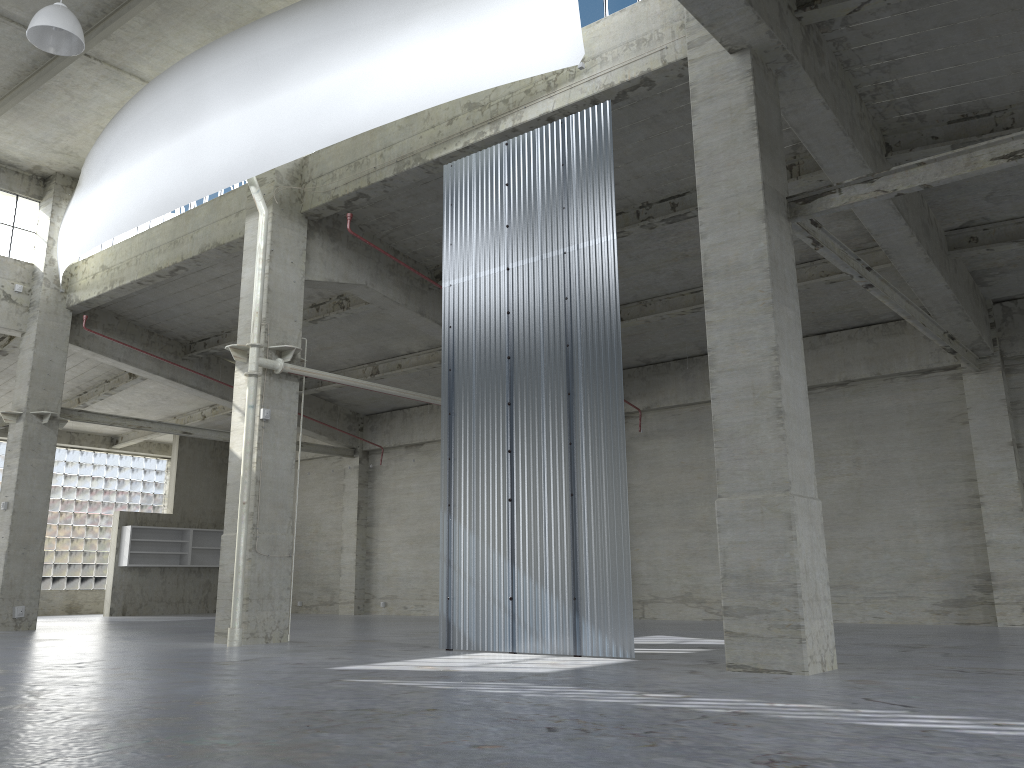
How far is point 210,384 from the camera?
35.1 meters

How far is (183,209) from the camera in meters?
27.4

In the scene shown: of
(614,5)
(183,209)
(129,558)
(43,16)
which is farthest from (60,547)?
(614,5)

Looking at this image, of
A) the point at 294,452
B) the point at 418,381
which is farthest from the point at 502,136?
the point at 418,381

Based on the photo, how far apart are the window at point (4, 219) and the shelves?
15.26m

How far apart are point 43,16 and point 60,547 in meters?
33.2

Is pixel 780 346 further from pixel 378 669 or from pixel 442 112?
pixel 442 112

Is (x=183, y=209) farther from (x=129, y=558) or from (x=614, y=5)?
(x=129, y=558)

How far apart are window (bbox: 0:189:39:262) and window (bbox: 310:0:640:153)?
22.19m

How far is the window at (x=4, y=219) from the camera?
30.2m
